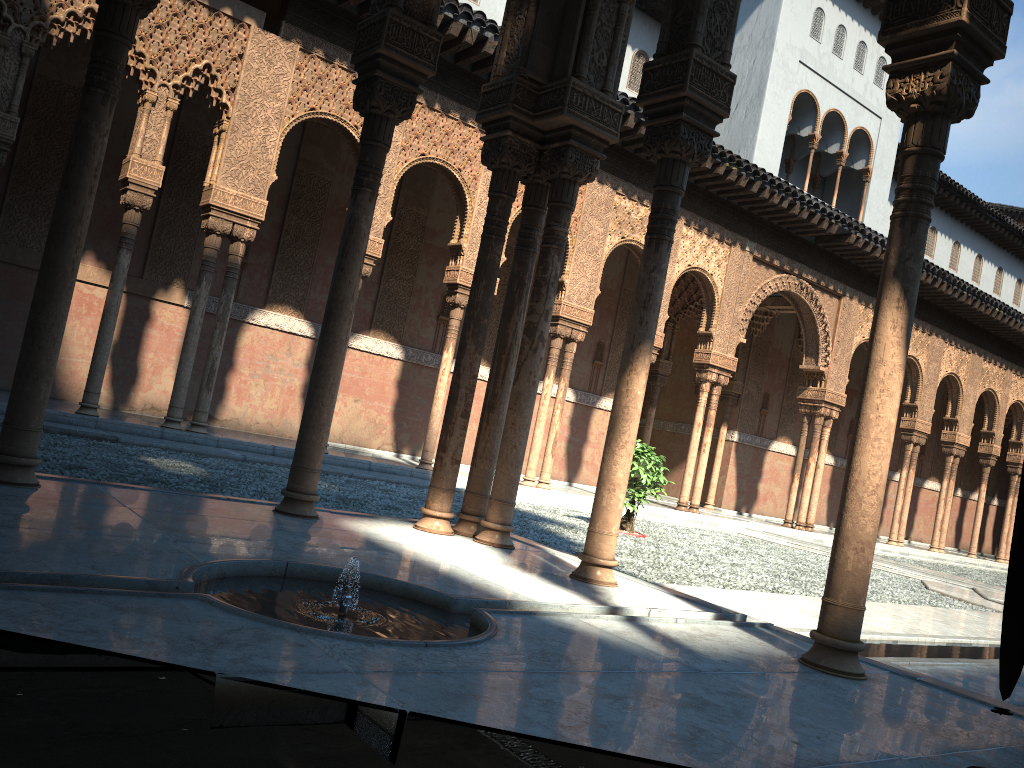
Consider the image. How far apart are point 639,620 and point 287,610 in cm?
178

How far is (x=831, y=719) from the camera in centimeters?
313cm
